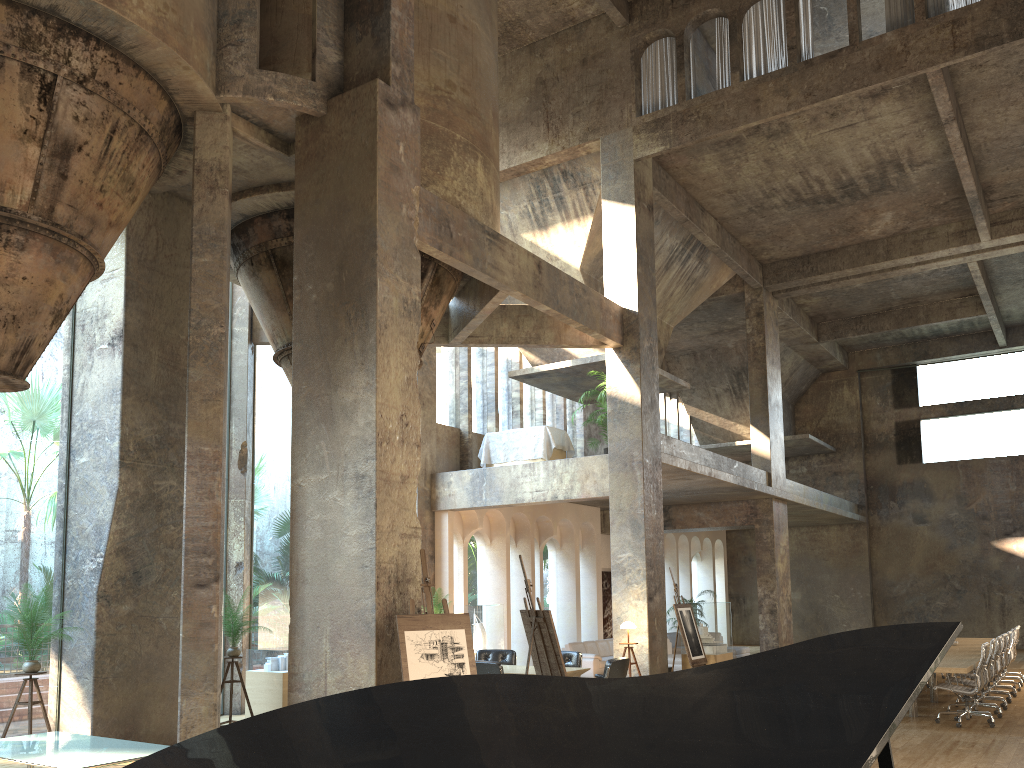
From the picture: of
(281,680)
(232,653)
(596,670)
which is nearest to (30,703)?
(232,653)

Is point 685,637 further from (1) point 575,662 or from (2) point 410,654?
(2) point 410,654

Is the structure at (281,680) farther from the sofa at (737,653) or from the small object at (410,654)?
the sofa at (737,653)

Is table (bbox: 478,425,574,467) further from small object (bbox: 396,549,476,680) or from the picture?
small object (bbox: 396,549,476,680)

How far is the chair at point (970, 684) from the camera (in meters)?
11.39

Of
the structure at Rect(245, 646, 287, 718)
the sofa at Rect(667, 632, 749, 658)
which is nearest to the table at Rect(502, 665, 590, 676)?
the structure at Rect(245, 646, 287, 718)

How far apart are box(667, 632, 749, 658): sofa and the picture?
1.5 meters

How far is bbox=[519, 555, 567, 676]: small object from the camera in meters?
8.7

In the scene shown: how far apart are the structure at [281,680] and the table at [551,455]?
6.3m

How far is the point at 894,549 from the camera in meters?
27.0 m
